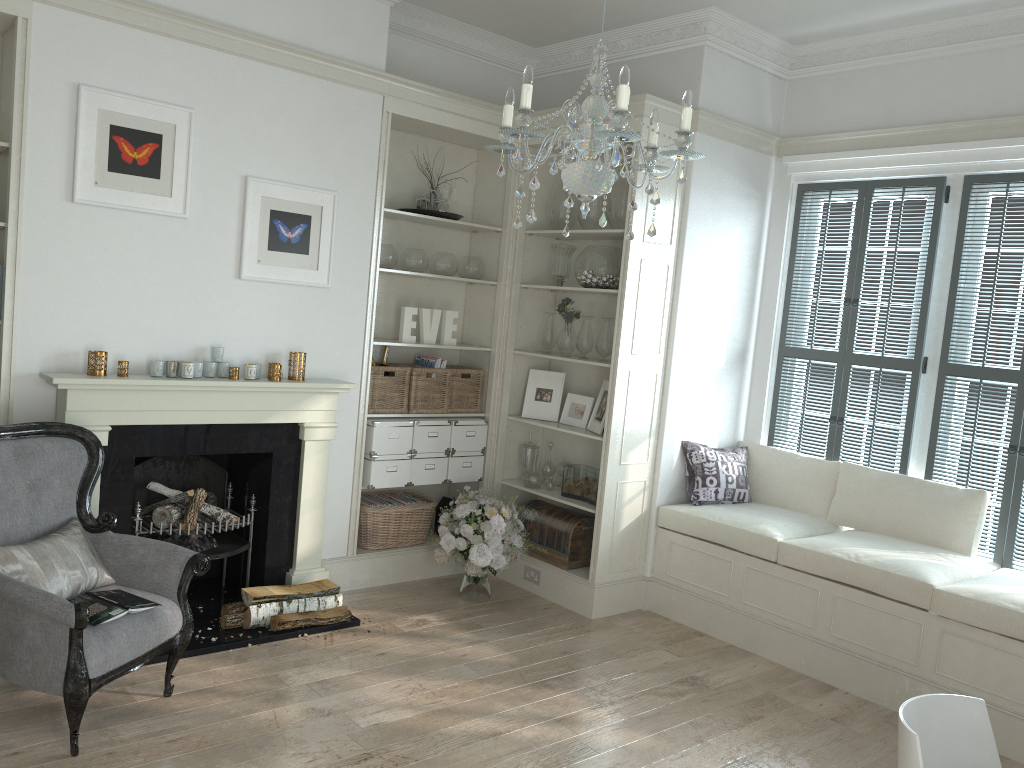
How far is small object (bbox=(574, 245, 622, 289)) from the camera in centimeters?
498cm

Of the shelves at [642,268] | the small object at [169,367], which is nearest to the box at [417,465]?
the shelves at [642,268]

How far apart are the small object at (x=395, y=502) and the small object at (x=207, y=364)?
1.4m

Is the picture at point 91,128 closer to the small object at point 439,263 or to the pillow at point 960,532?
the small object at point 439,263

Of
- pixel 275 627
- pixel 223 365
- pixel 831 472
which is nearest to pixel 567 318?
pixel 831 472

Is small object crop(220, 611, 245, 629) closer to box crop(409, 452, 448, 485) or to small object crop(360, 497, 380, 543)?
small object crop(360, 497, 380, 543)

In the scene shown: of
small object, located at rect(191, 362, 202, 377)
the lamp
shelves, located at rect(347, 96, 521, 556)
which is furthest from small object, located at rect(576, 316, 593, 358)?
the lamp

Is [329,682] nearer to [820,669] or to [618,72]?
[820,669]

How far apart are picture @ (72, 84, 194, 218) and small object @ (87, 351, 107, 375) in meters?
0.7 m

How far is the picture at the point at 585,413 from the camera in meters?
5.3
